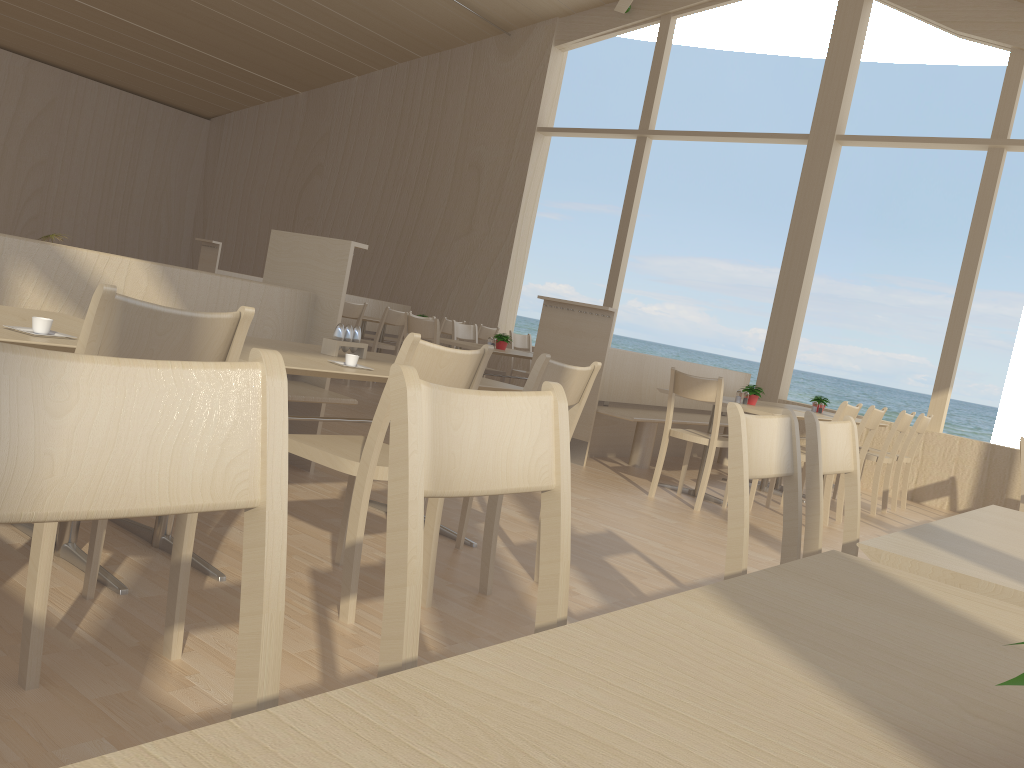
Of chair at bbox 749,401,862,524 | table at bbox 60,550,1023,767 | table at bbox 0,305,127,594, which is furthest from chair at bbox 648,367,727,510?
table at bbox 60,550,1023,767

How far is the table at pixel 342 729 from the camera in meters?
0.5

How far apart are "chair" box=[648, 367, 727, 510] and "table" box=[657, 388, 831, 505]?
0.3 meters

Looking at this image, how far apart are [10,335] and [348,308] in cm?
617

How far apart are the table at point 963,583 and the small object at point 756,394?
3.7 meters

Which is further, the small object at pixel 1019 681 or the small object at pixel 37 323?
the small object at pixel 37 323

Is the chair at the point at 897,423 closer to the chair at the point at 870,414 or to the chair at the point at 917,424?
the chair at the point at 917,424

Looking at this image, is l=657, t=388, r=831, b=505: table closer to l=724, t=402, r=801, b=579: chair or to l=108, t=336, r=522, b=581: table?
l=108, t=336, r=522, b=581: table

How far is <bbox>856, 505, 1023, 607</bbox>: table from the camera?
1.3 meters

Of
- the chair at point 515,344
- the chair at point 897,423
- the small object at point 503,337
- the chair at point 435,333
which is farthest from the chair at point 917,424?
the chair at point 435,333
